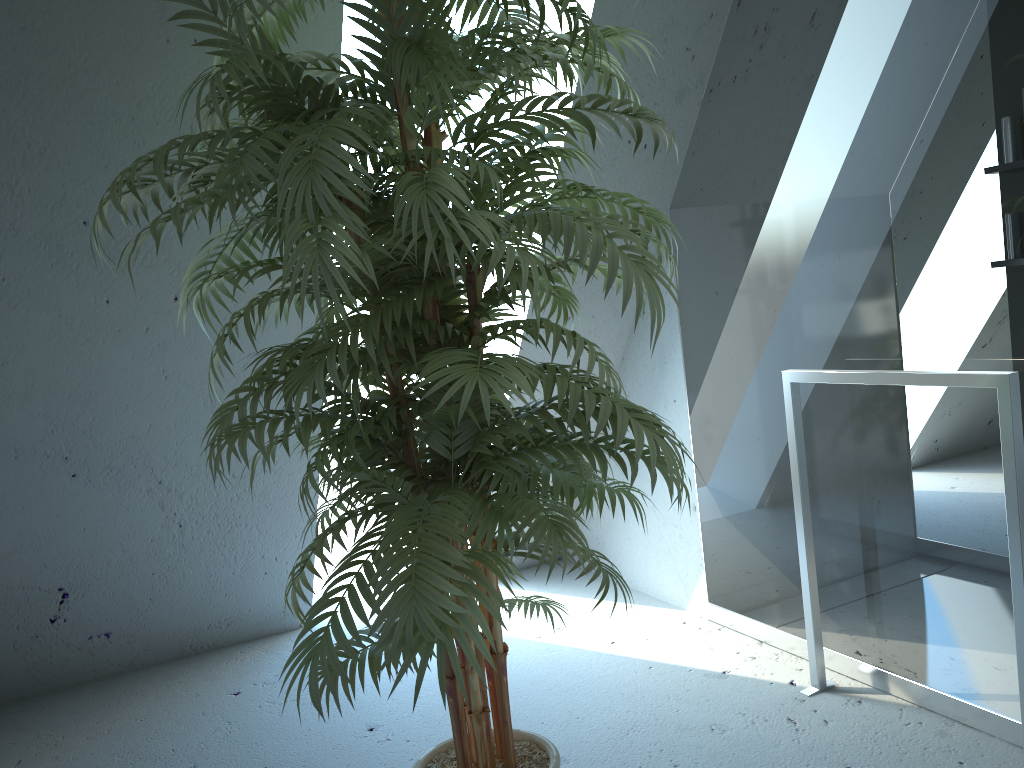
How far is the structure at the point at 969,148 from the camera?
1.9m

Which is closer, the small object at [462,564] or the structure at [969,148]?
the small object at [462,564]

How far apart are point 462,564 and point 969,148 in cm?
146

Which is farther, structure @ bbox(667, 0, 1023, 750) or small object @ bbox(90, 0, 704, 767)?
structure @ bbox(667, 0, 1023, 750)

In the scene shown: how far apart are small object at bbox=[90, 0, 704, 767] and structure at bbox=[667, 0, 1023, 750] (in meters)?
0.63

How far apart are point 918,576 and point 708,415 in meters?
0.8 m

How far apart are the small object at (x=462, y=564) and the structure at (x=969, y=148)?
0.6m

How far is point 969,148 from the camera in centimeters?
189cm

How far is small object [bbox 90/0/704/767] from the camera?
1.20m
